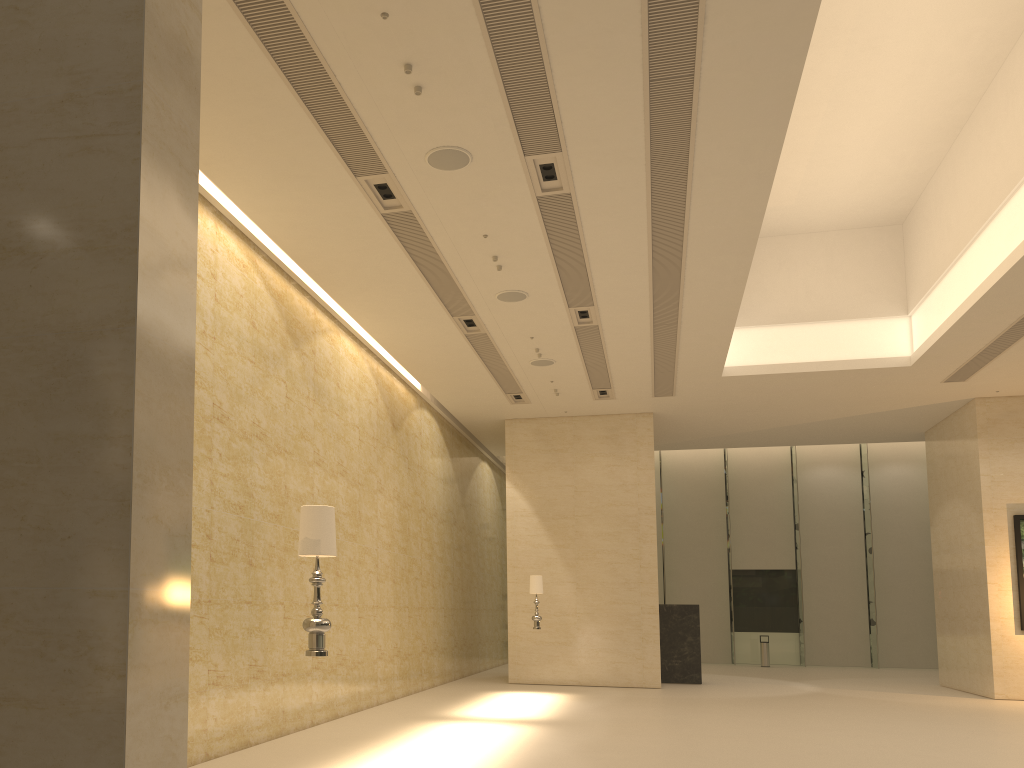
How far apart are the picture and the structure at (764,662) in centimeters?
1042cm

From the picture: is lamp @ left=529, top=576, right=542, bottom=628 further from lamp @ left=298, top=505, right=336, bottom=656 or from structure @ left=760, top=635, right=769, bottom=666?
structure @ left=760, top=635, right=769, bottom=666

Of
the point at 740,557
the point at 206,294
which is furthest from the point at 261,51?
the point at 740,557

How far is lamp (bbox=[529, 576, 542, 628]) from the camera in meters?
16.4

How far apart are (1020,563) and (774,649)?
11.9m

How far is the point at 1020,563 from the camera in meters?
17.3

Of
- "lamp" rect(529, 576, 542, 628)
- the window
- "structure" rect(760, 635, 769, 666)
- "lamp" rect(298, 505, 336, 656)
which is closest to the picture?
"lamp" rect(529, 576, 542, 628)

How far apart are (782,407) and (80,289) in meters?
17.7 m

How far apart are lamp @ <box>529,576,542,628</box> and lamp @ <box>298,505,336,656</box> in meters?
11.1

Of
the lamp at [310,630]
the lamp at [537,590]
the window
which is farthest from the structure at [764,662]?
the lamp at [310,630]
